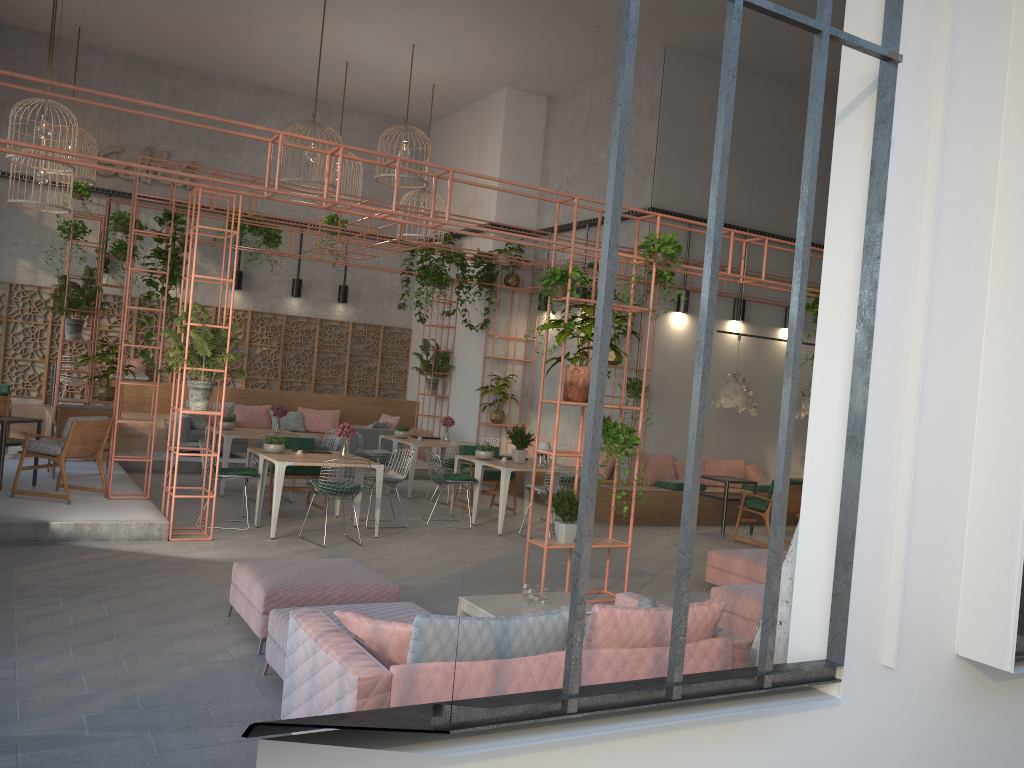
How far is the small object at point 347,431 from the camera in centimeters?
1038cm

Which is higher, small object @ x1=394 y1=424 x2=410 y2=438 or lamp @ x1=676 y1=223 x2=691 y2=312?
lamp @ x1=676 y1=223 x2=691 y2=312

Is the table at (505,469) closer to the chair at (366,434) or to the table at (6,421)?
the chair at (366,434)

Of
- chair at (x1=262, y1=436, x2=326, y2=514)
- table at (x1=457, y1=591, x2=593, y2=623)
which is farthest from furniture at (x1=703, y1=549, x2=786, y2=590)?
chair at (x1=262, y1=436, x2=326, y2=514)

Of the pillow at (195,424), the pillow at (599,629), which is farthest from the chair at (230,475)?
the pillow at (599,629)

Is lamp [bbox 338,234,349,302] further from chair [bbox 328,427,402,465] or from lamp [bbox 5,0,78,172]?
lamp [bbox 5,0,78,172]

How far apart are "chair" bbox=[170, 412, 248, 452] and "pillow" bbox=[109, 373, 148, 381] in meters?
2.0 m

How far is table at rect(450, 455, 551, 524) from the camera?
11.5m

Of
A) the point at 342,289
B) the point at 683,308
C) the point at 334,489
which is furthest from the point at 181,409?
the point at 342,289

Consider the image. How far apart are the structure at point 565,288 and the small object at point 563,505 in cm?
6
